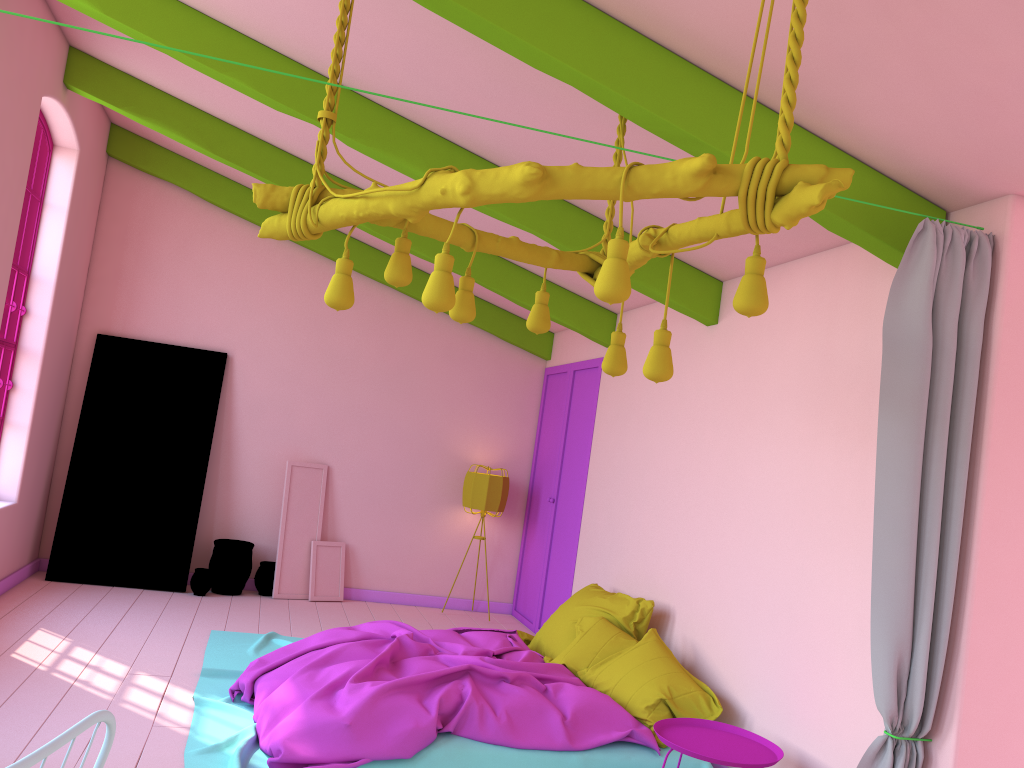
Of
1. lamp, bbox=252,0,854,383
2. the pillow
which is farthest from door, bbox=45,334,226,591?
lamp, bbox=252,0,854,383

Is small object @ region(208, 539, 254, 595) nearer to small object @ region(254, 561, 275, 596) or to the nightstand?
small object @ region(254, 561, 275, 596)

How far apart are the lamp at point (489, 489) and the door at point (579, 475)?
0.38m

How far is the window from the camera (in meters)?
6.77

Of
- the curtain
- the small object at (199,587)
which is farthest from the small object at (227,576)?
the curtain

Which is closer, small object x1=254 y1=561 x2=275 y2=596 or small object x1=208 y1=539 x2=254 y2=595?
small object x1=208 y1=539 x2=254 y2=595

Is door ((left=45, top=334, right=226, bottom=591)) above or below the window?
below

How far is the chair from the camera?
1.03m

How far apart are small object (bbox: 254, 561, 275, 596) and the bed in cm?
155

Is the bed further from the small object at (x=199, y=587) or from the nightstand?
the small object at (x=199, y=587)
